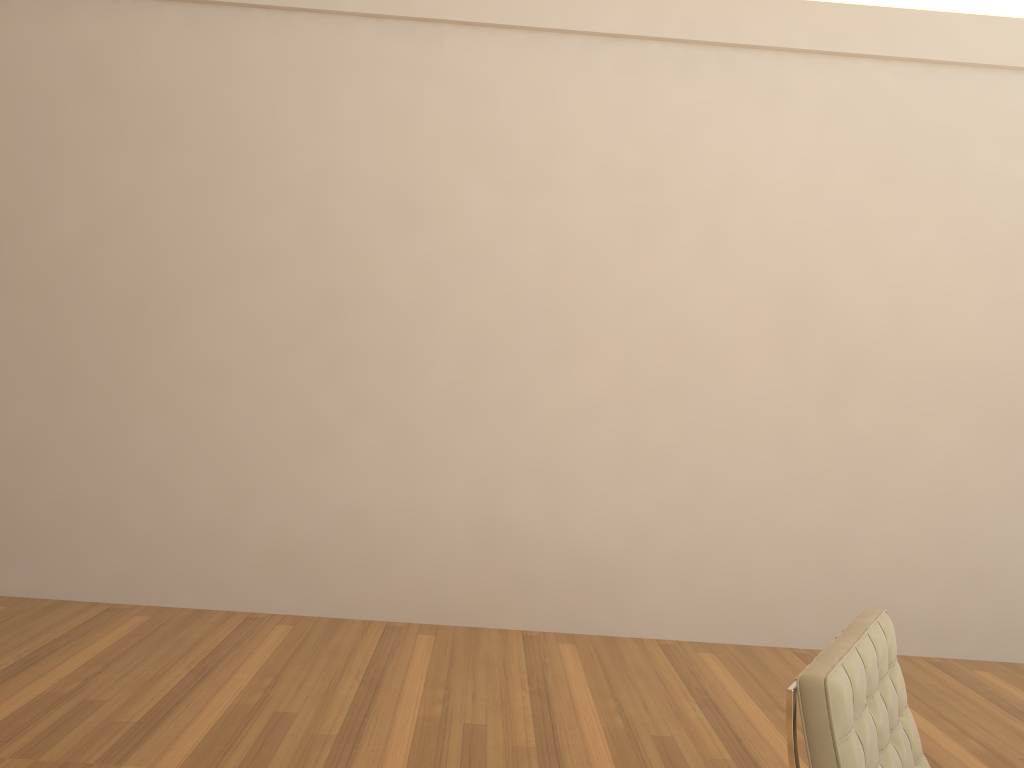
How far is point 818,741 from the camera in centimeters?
166cm

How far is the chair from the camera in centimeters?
166cm

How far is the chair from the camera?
1.7 meters
